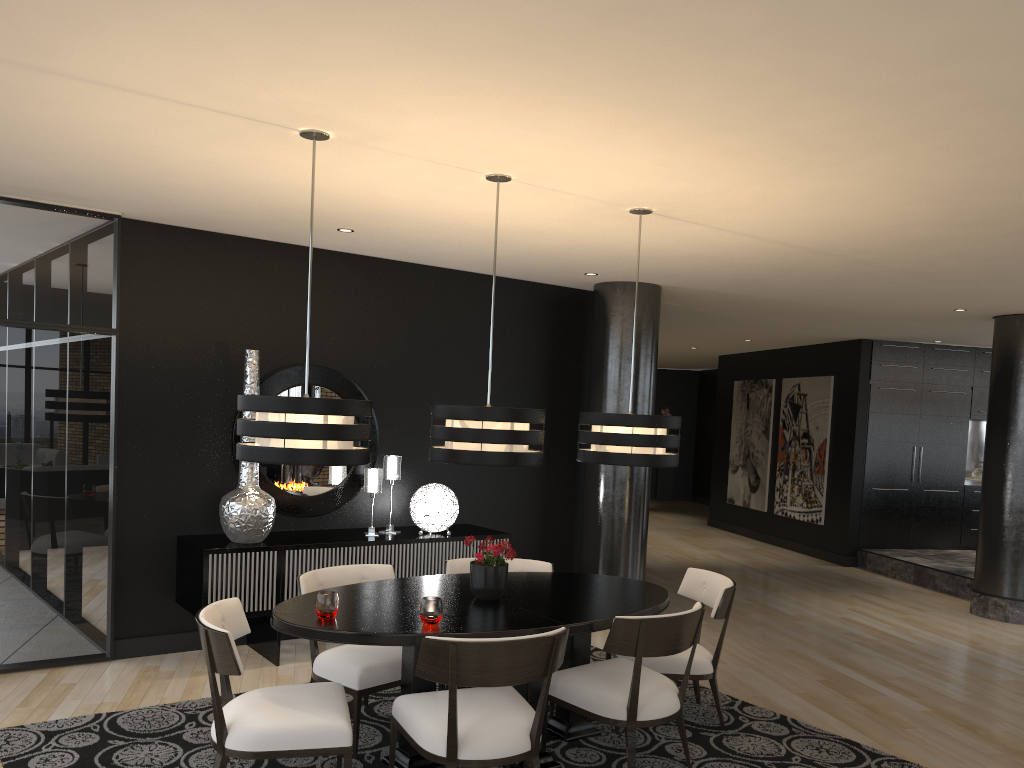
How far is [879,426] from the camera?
10.6m

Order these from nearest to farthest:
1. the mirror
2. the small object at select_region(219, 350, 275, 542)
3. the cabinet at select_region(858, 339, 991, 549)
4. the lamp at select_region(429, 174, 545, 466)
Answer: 1. the lamp at select_region(429, 174, 545, 466)
2. the small object at select_region(219, 350, 275, 542)
3. the mirror
4. the cabinet at select_region(858, 339, 991, 549)

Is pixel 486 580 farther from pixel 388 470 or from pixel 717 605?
pixel 388 470

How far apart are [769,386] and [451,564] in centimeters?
859cm

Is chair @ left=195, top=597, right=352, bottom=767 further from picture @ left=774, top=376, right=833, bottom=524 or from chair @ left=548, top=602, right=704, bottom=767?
picture @ left=774, top=376, right=833, bottom=524

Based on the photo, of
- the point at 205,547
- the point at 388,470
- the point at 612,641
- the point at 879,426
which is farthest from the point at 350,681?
A: the point at 879,426

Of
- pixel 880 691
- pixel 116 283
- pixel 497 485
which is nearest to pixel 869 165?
pixel 880 691

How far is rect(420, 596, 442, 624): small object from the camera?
3.54m

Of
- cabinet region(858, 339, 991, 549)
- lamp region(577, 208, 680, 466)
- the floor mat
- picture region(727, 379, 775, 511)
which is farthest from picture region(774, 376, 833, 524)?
lamp region(577, 208, 680, 466)

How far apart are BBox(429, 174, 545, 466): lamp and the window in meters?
2.5 m
